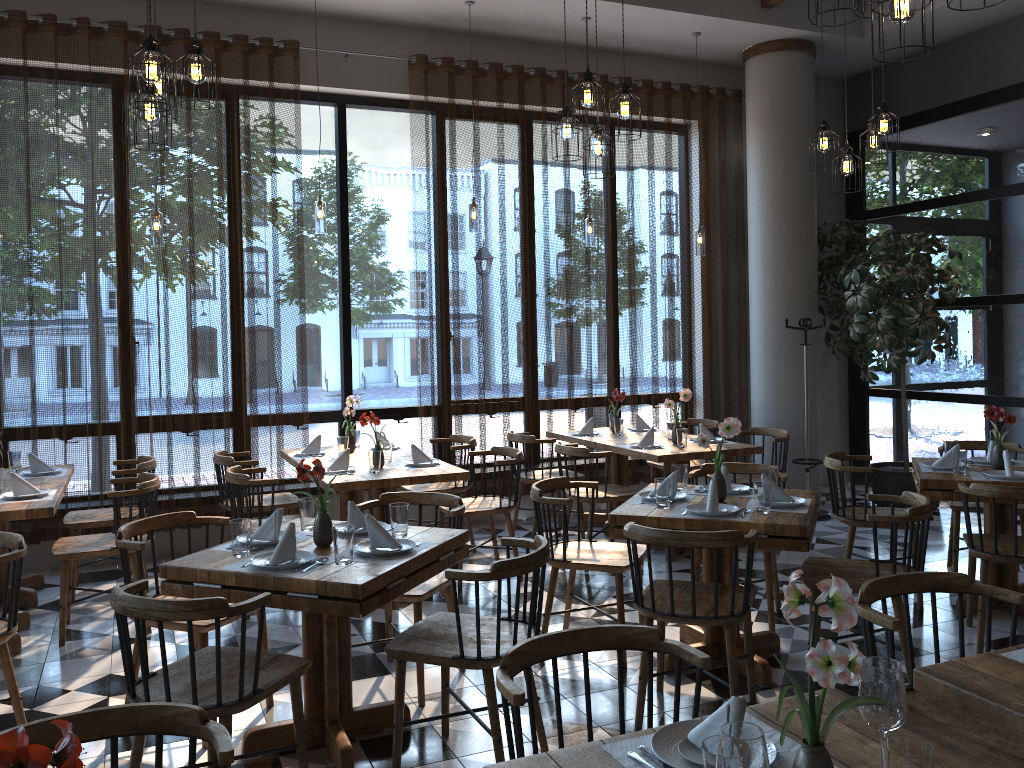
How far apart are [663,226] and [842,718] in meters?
6.4 m

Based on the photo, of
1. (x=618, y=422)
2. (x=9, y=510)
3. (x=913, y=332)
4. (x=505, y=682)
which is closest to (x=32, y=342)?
(x=9, y=510)

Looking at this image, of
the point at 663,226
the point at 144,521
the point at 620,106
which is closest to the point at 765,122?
the point at 663,226

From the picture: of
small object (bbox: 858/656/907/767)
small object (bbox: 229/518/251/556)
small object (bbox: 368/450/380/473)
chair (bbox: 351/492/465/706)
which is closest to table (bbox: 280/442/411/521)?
small object (bbox: 368/450/380/473)

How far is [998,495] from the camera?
4.1 meters

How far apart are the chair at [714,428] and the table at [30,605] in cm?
435

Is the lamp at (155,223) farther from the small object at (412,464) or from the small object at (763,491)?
the small object at (763,491)

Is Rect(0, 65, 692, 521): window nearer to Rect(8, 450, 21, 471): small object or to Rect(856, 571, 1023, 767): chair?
Rect(8, 450, 21, 471): small object

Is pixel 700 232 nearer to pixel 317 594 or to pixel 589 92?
pixel 589 92

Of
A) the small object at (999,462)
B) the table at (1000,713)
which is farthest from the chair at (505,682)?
the small object at (999,462)
